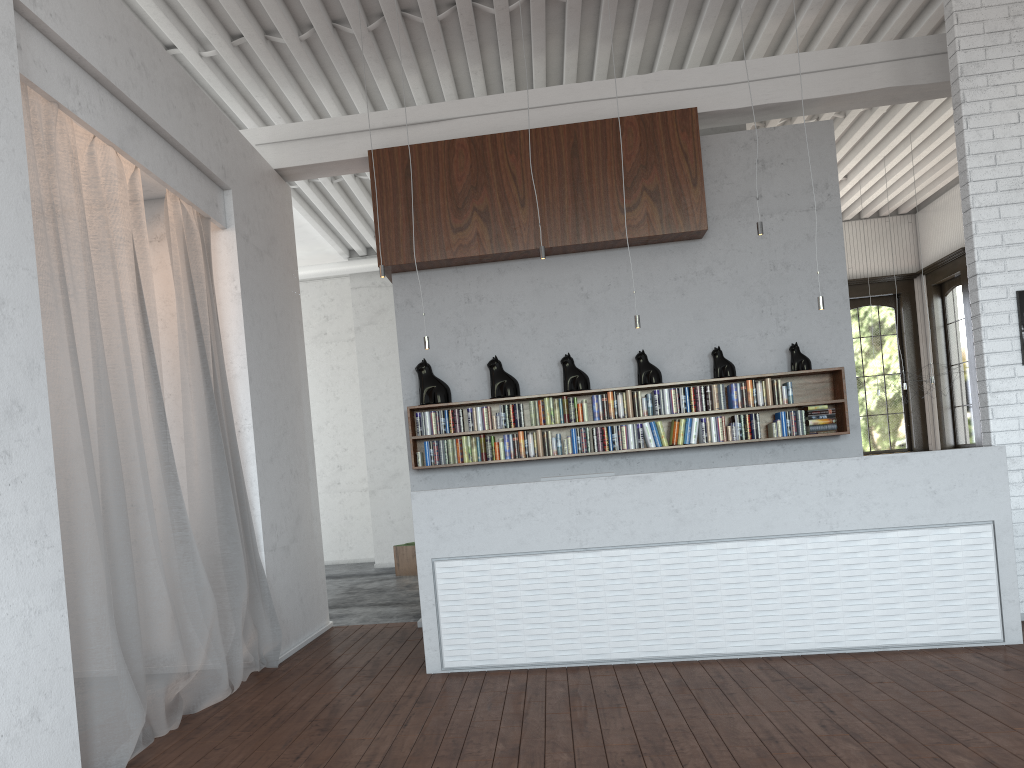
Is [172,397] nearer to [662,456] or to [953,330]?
[662,456]

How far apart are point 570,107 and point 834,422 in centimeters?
331cm
